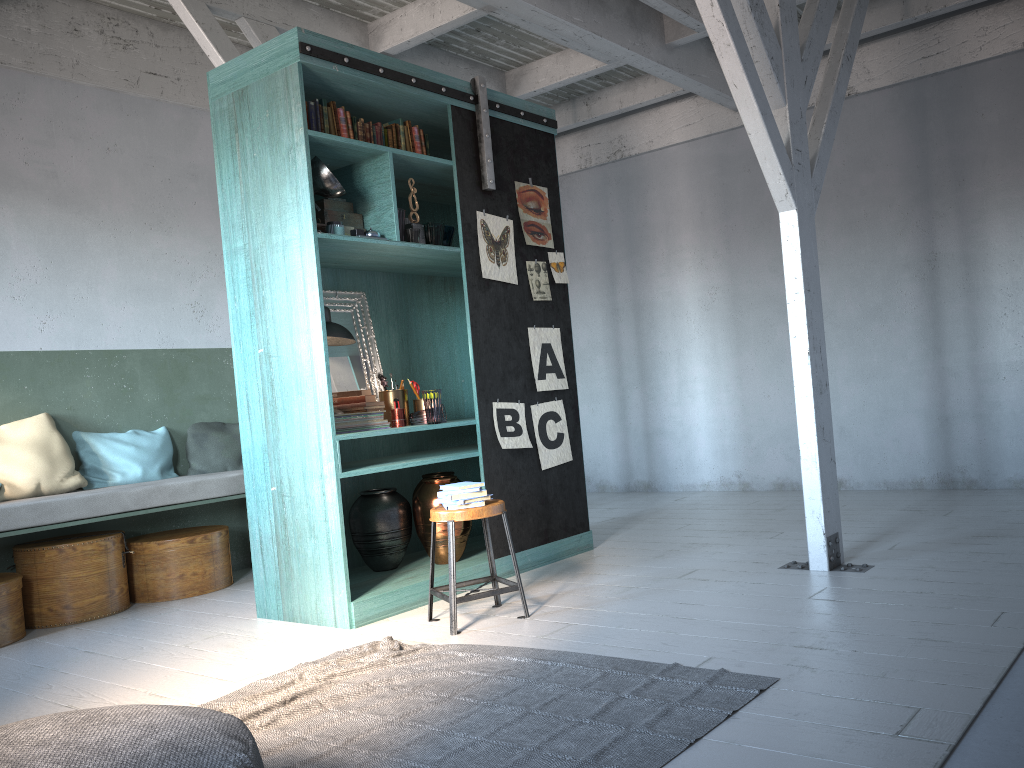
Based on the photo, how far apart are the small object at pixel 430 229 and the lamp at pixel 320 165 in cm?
70

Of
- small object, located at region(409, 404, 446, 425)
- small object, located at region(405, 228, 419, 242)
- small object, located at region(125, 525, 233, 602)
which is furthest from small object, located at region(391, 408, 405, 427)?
small object, located at region(125, 525, 233, 602)

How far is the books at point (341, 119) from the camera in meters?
5.5

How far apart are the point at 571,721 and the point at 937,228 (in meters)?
6.17

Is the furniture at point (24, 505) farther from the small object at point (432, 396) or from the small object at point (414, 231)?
the small object at point (414, 231)

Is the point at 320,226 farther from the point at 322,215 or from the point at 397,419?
the point at 397,419

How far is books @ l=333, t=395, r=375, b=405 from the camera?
5.72m

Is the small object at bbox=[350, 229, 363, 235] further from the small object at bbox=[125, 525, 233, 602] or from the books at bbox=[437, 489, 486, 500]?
the small object at bbox=[125, 525, 233, 602]

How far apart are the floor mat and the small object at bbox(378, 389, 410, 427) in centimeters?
183cm

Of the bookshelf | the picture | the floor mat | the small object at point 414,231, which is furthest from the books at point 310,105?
the floor mat
